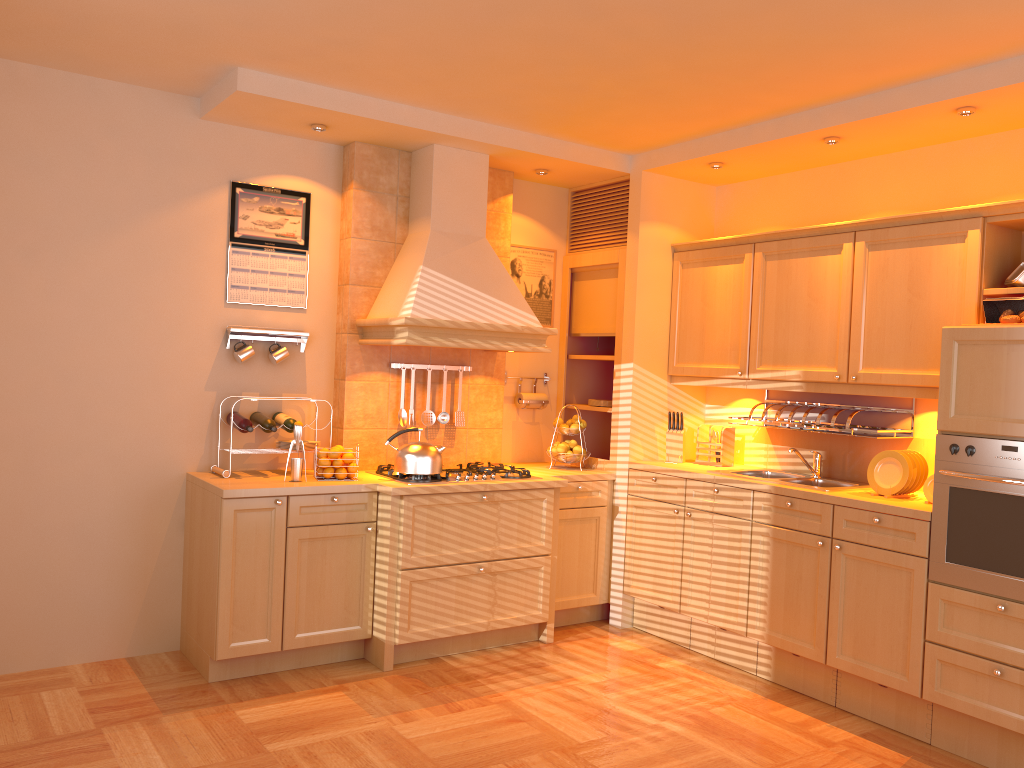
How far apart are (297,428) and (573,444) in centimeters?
169cm

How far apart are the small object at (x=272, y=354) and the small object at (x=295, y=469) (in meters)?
0.60

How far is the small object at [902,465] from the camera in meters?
3.9

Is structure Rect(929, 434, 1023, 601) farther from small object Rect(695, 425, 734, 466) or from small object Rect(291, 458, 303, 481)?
small object Rect(291, 458, 303, 481)

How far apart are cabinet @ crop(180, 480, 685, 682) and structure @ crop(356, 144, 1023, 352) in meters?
0.7

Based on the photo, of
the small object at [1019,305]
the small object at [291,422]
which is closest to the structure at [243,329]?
the small object at [291,422]

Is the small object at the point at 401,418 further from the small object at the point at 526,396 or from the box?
the box

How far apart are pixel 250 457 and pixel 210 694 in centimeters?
120cm

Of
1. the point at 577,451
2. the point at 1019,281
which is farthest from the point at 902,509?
the point at 577,451

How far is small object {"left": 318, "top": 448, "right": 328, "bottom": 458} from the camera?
4.3m
